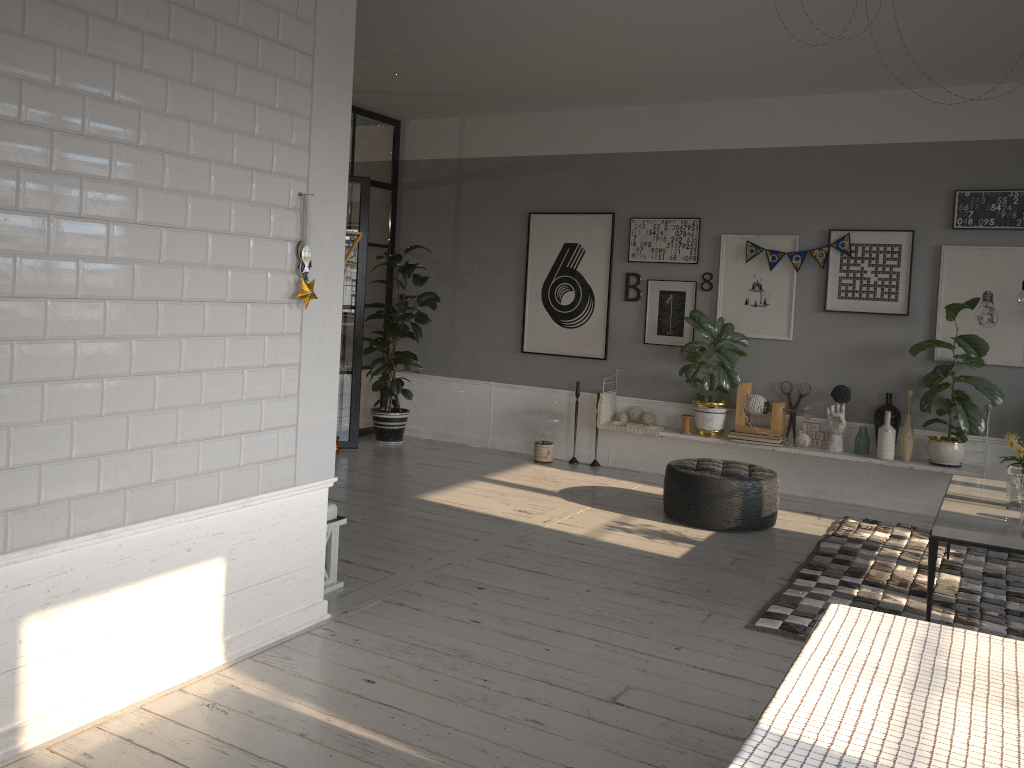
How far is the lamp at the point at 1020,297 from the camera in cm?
426

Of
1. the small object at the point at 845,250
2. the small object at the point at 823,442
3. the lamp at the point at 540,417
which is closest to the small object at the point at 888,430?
the small object at the point at 823,442

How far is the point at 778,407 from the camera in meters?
6.5

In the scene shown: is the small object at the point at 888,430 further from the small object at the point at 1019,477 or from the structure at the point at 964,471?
the small object at the point at 1019,477

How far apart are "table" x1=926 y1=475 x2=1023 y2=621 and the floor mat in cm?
35

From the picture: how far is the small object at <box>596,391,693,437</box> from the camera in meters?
7.0 m

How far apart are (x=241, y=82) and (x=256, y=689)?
2.1 meters

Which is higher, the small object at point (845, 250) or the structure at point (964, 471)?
the small object at point (845, 250)

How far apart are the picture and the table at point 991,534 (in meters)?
1.49

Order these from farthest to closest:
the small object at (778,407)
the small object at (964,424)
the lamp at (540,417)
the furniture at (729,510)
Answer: the lamp at (540,417)
the small object at (778,407)
the small object at (964,424)
the furniture at (729,510)
